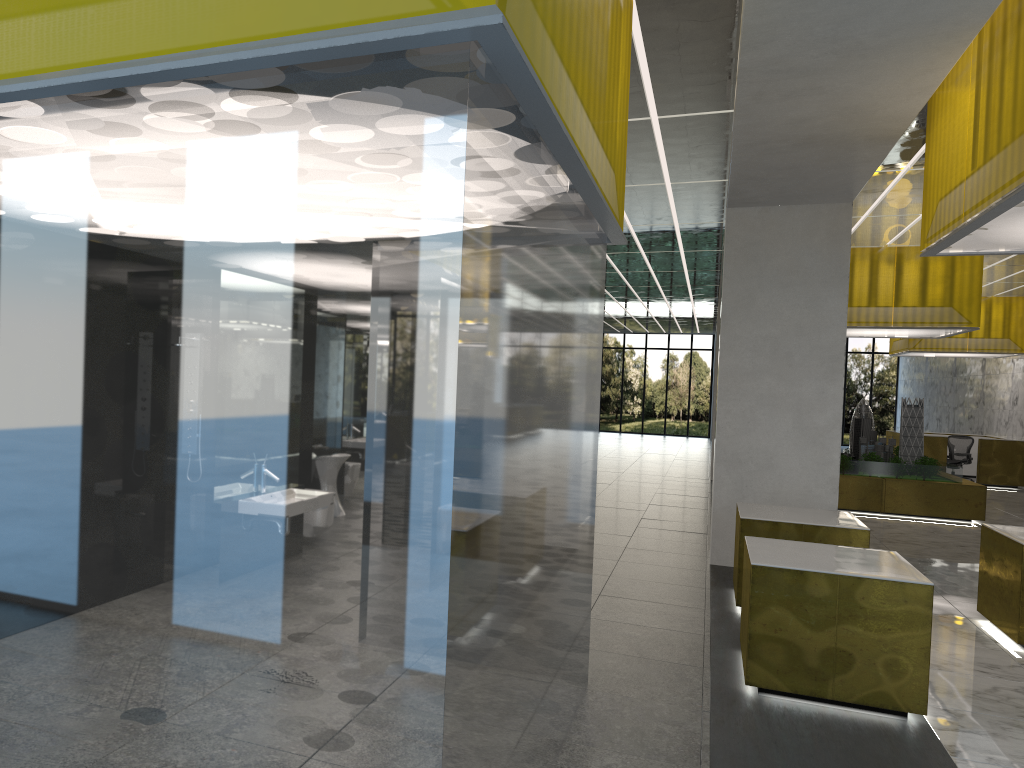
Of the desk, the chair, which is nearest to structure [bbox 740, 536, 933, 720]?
the desk

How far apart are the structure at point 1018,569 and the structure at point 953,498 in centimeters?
995cm

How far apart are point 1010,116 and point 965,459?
27.16m

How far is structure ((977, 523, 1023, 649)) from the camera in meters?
10.1

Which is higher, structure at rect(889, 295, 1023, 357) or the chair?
structure at rect(889, 295, 1023, 357)

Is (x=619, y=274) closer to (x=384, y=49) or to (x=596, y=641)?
(x=596, y=641)

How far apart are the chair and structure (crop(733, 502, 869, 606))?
22.44m

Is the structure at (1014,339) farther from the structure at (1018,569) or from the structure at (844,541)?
the structure at (844,541)

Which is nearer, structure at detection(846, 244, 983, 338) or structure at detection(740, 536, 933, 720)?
structure at detection(740, 536, 933, 720)

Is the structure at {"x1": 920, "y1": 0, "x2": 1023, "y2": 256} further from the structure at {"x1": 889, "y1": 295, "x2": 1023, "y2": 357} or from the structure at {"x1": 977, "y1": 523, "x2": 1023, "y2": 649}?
the structure at {"x1": 889, "y1": 295, "x2": 1023, "y2": 357}
